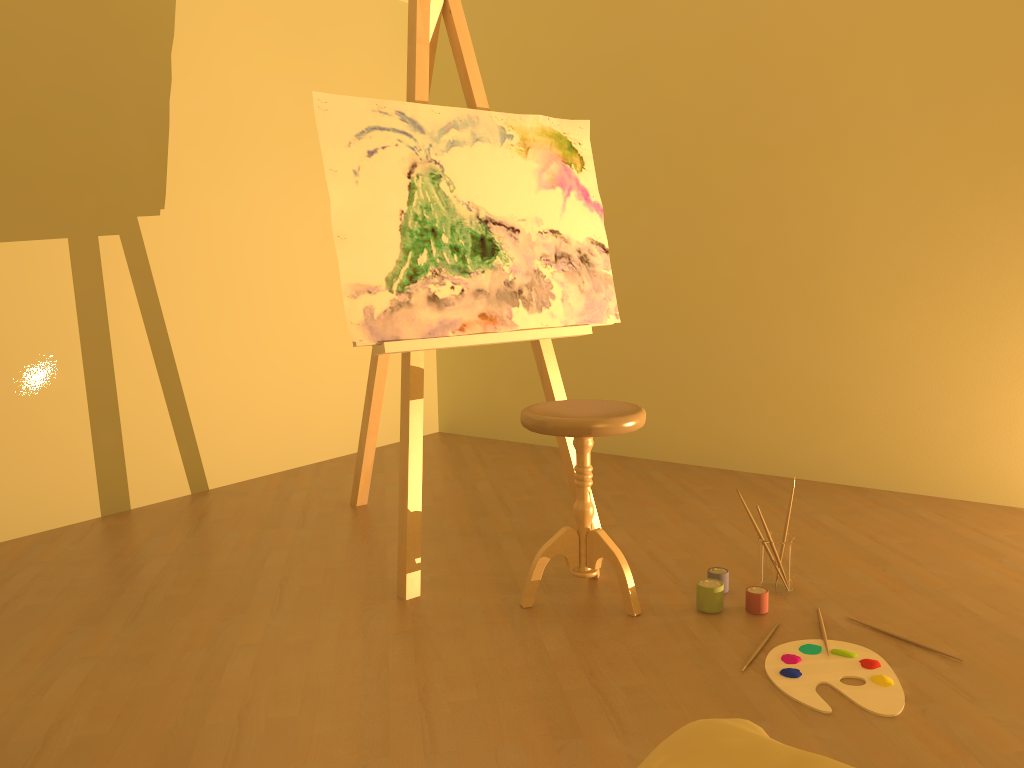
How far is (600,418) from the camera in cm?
230

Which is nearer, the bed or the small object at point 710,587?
the bed

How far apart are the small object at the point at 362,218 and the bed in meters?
1.6 m

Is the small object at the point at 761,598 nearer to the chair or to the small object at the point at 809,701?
the small object at the point at 809,701

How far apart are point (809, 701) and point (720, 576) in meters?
0.6 m

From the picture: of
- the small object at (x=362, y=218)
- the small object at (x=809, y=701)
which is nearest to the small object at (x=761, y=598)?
the small object at (x=809, y=701)

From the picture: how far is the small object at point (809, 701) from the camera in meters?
1.9 m

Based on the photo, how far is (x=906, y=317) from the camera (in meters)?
3.49

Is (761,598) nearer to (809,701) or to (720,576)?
(720,576)

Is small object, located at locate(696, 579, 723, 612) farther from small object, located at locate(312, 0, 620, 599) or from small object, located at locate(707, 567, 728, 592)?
small object, located at locate(312, 0, 620, 599)
